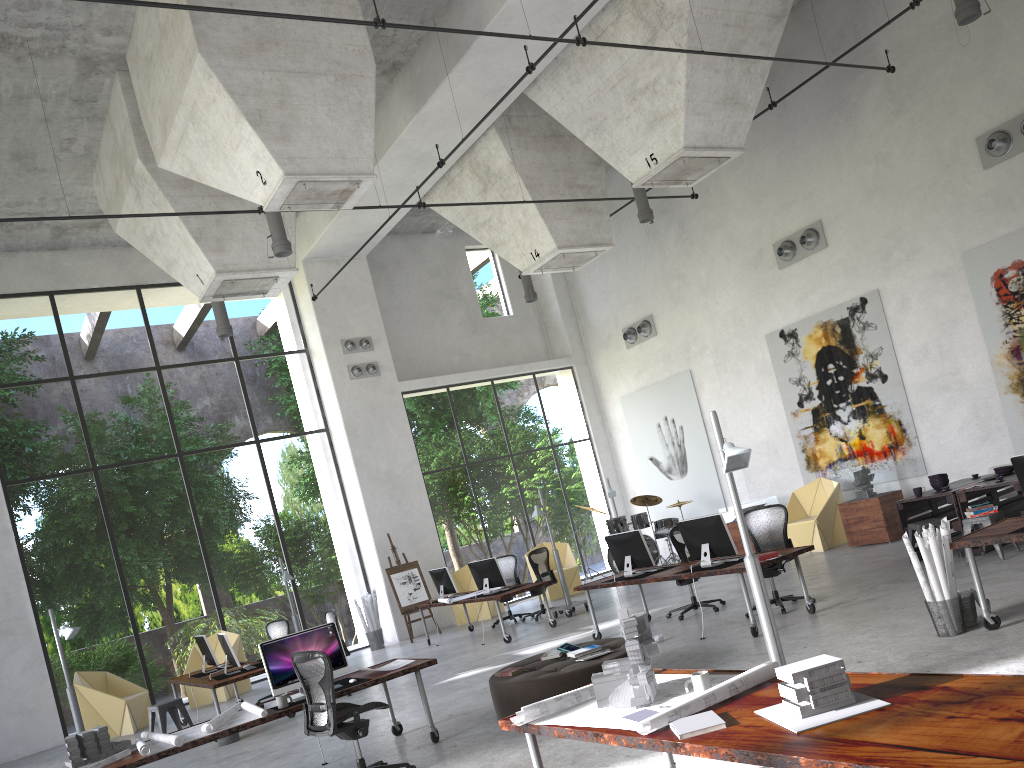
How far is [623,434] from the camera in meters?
20.4

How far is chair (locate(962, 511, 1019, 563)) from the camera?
9.6m

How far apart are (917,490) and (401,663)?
6.7 meters

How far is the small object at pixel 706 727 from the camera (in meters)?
3.46

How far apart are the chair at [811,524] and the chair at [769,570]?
4.3 meters

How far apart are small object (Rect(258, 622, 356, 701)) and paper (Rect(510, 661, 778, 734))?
3.68m

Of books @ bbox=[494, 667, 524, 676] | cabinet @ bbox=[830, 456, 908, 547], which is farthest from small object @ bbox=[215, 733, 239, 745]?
cabinet @ bbox=[830, 456, 908, 547]

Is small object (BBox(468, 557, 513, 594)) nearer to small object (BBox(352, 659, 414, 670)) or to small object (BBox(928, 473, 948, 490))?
small object (BBox(352, 659, 414, 670))

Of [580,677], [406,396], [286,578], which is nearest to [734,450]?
[580,677]

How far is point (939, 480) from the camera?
10.8m
